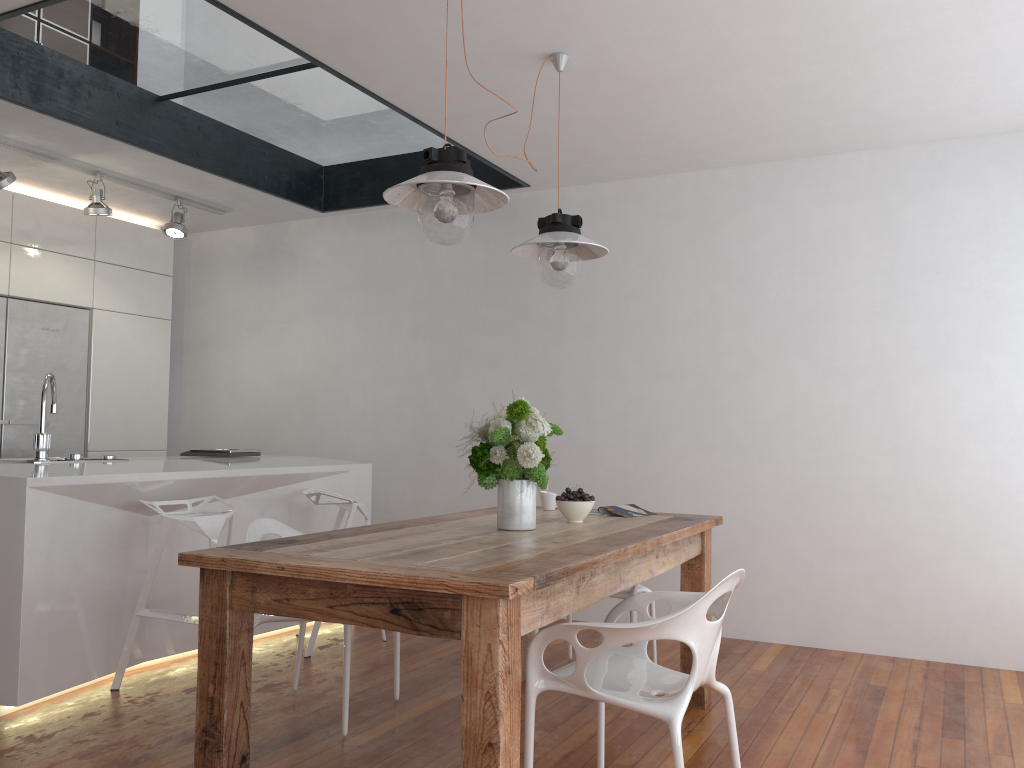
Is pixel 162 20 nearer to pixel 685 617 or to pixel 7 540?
pixel 7 540

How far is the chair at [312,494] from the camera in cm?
429

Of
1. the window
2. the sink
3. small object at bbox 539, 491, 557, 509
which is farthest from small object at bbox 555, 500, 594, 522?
the window

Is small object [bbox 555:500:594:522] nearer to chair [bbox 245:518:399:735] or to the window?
chair [bbox 245:518:399:735]

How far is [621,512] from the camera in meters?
3.5 m

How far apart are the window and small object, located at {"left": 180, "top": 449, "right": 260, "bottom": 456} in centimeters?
187cm

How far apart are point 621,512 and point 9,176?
3.4m

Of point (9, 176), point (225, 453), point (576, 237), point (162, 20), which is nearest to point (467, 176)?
point (576, 237)

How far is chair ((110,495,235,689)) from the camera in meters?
3.6 m

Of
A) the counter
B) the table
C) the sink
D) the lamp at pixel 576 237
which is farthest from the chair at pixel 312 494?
the lamp at pixel 576 237
